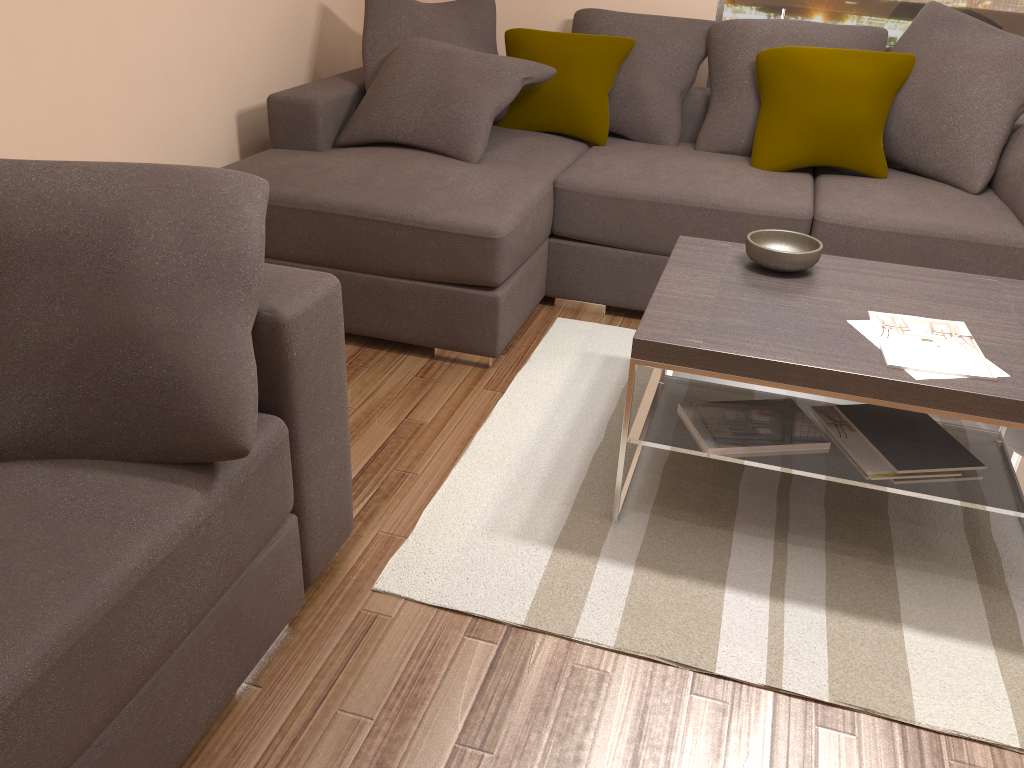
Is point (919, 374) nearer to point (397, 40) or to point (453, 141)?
point (453, 141)

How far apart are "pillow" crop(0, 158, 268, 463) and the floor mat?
0.7 meters

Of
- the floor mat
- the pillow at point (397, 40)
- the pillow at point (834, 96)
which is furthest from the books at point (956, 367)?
the pillow at point (397, 40)

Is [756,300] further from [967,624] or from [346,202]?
[346,202]

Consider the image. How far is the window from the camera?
4.1m

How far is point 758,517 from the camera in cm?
247

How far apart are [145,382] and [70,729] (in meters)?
0.58

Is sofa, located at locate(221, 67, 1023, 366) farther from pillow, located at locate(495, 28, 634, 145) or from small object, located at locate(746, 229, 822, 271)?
small object, located at locate(746, 229, 822, 271)

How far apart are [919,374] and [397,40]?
2.81m

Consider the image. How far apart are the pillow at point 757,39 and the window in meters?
0.4
